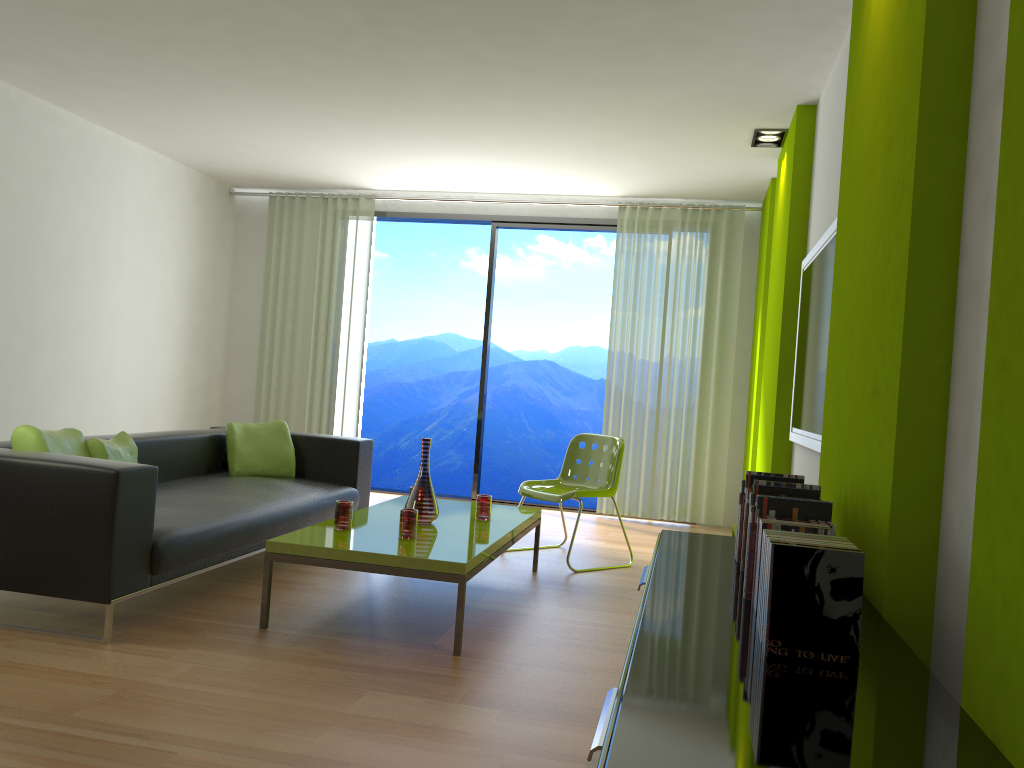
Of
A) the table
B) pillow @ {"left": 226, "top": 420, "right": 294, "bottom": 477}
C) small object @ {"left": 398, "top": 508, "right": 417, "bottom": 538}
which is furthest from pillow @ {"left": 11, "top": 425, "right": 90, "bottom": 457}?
small object @ {"left": 398, "top": 508, "right": 417, "bottom": 538}

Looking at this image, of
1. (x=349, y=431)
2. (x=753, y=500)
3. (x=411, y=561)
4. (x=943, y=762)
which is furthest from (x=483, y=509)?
(x=349, y=431)

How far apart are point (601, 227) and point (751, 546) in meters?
5.8 m

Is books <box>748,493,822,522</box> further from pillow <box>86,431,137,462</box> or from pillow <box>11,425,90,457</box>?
pillow <box>86,431,137,462</box>

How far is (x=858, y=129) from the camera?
2.69m

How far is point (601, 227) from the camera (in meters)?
7.49

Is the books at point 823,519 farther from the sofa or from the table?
the sofa

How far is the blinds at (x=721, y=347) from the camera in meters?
7.1 m

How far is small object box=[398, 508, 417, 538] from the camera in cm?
371

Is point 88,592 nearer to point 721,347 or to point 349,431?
point 349,431
